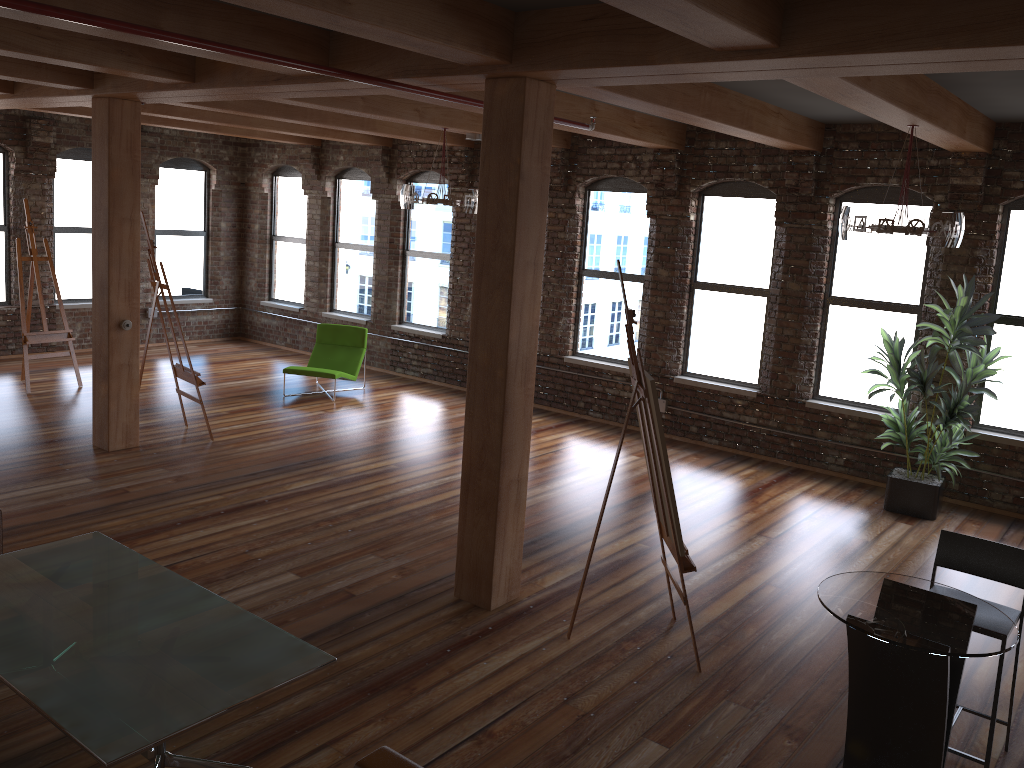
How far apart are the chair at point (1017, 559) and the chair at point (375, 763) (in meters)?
2.57

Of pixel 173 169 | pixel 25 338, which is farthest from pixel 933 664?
pixel 173 169

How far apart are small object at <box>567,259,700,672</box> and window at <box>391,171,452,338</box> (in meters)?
6.91

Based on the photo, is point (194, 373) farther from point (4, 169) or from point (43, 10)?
point (4, 169)

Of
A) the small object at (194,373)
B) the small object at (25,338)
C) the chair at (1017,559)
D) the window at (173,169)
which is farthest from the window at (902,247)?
the window at (173,169)

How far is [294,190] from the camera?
13.62m

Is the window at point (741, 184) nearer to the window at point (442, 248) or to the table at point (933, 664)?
the window at point (442, 248)

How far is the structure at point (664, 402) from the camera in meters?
9.8

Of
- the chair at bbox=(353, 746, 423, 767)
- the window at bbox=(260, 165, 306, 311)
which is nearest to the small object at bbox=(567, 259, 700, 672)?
the chair at bbox=(353, 746, 423, 767)

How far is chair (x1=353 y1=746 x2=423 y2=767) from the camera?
2.9m
